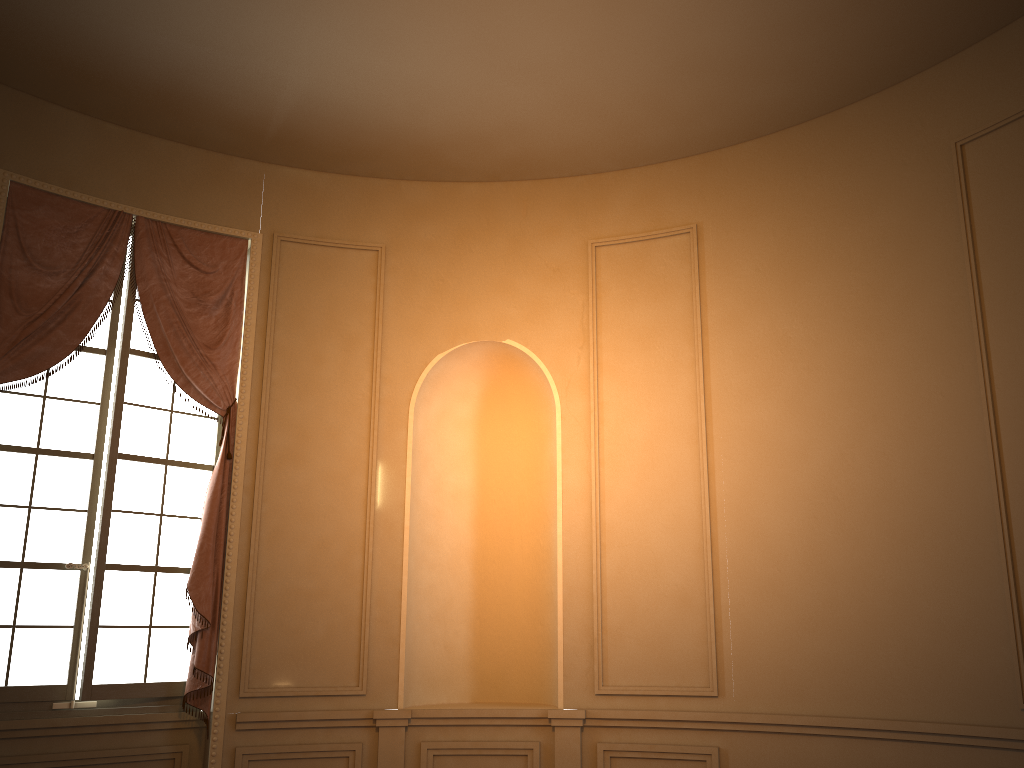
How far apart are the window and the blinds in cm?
8

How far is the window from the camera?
4.7m

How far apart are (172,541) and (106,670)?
0.8 meters

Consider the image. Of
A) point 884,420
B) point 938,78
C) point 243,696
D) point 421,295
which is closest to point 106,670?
point 243,696

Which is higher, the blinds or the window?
the blinds

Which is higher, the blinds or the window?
the blinds

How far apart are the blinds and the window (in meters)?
0.08

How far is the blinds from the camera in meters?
4.8 m
